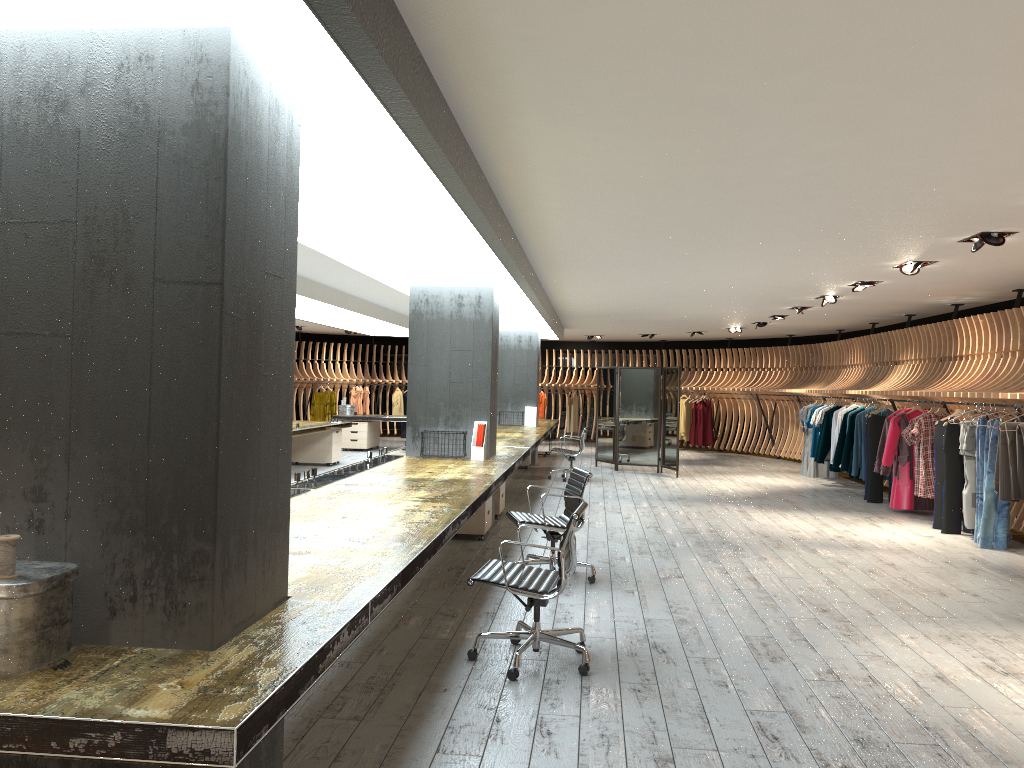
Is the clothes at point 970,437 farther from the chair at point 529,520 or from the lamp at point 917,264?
the chair at point 529,520

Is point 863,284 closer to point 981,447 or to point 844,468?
point 981,447

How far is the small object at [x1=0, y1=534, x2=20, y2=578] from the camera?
2.3m

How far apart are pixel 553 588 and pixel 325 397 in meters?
18.7

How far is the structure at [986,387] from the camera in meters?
10.1

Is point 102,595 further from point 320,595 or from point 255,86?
point 255,86

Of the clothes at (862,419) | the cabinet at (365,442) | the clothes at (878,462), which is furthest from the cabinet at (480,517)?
the cabinet at (365,442)

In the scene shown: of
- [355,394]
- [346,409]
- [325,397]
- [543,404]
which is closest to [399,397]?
[355,394]

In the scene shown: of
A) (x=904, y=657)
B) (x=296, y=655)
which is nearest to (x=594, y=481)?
(x=904, y=657)

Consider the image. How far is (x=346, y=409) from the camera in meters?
19.2 m
